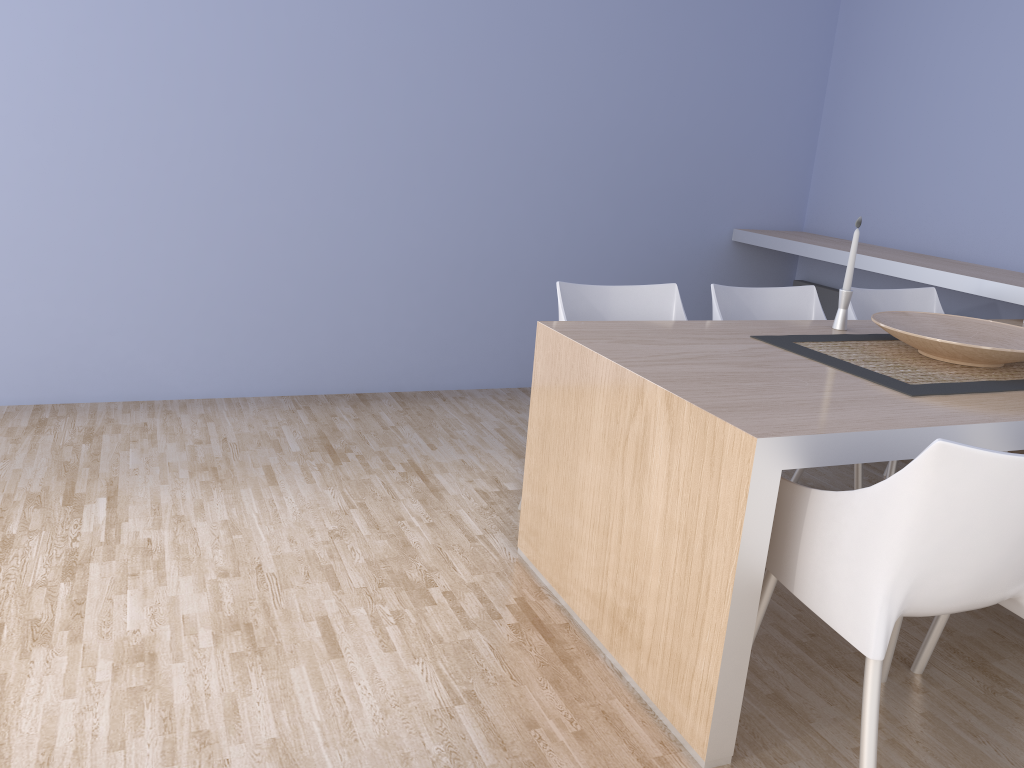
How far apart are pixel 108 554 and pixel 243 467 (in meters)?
0.73

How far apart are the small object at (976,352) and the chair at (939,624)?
0.7m

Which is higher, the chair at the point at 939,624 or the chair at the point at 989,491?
the chair at the point at 989,491

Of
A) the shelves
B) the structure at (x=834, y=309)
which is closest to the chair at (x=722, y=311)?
the shelves

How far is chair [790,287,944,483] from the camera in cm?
327

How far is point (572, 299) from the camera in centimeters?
281cm

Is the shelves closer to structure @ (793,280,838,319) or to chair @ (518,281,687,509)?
structure @ (793,280,838,319)

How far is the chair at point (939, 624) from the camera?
2.2 meters

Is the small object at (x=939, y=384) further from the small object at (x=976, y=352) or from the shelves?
the shelves

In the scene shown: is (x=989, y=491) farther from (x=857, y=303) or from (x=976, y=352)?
Answer: (x=857, y=303)
